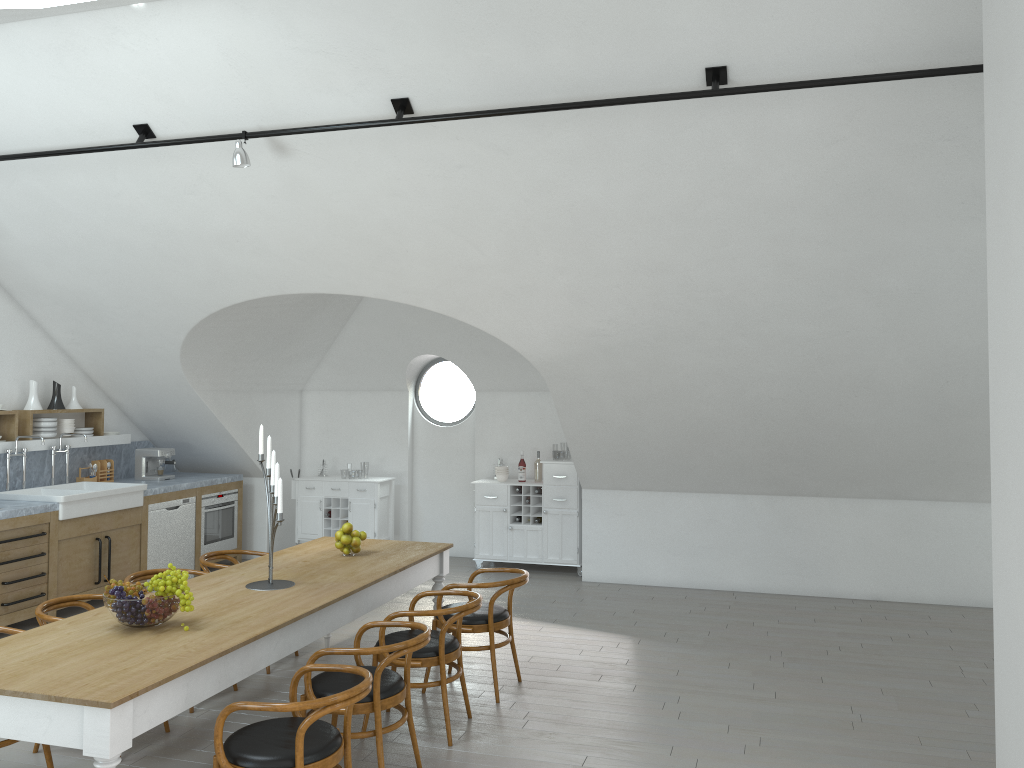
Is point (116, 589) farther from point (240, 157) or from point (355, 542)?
point (240, 157)

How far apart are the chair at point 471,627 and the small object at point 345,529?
0.8m

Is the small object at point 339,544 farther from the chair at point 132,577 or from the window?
the window

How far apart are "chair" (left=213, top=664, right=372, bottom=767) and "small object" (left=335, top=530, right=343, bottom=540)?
1.9 meters

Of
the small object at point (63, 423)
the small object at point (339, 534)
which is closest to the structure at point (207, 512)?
the small object at point (63, 423)

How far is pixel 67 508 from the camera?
7.2m

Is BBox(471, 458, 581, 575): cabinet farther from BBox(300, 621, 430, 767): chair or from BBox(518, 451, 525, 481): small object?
BBox(300, 621, 430, 767): chair

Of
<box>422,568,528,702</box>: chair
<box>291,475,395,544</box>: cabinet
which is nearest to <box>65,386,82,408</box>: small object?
<box>291,475,395,544</box>: cabinet

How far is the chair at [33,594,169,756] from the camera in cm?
458

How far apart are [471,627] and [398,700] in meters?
1.3 m
